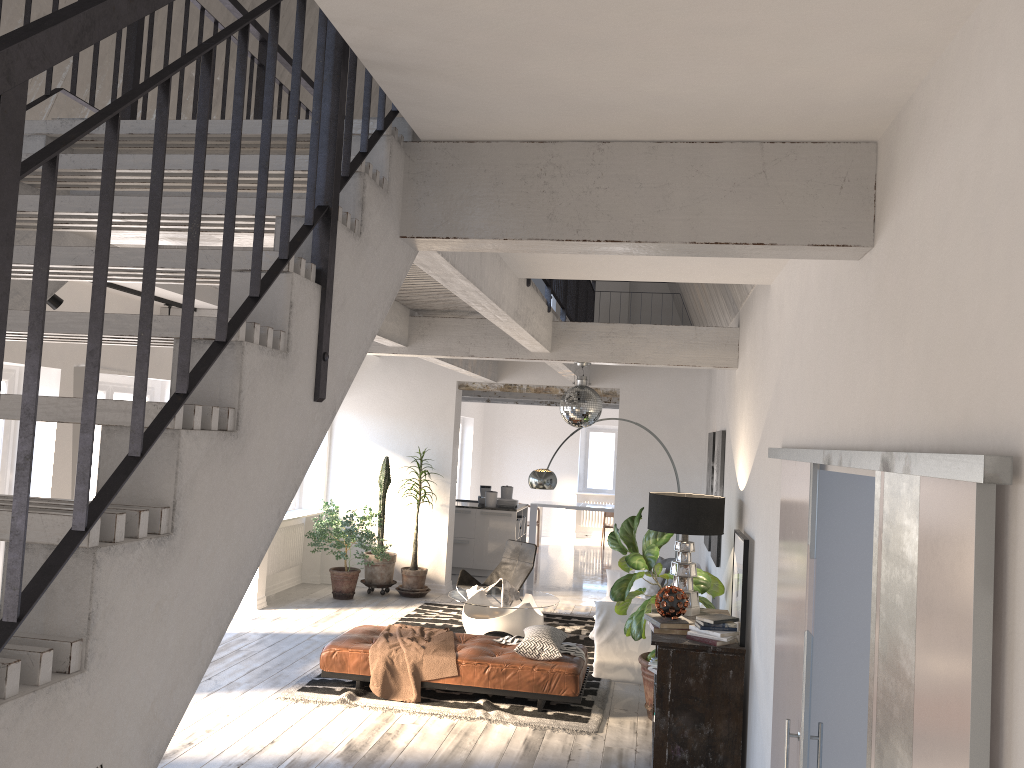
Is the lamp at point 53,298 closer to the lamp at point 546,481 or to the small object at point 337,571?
the small object at point 337,571

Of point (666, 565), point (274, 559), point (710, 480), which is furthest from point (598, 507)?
point (710, 480)

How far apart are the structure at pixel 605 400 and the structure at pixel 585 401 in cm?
629

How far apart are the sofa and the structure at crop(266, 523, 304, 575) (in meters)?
4.01

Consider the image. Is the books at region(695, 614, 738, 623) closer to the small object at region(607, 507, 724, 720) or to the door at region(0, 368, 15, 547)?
the small object at region(607, 507, 724, 720)

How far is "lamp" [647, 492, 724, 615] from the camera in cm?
591

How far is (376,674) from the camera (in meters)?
6.64

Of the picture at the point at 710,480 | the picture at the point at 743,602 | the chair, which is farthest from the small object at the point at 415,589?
the picture at the point at 743,602

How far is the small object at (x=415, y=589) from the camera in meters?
10.8

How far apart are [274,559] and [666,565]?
4.7 meters
